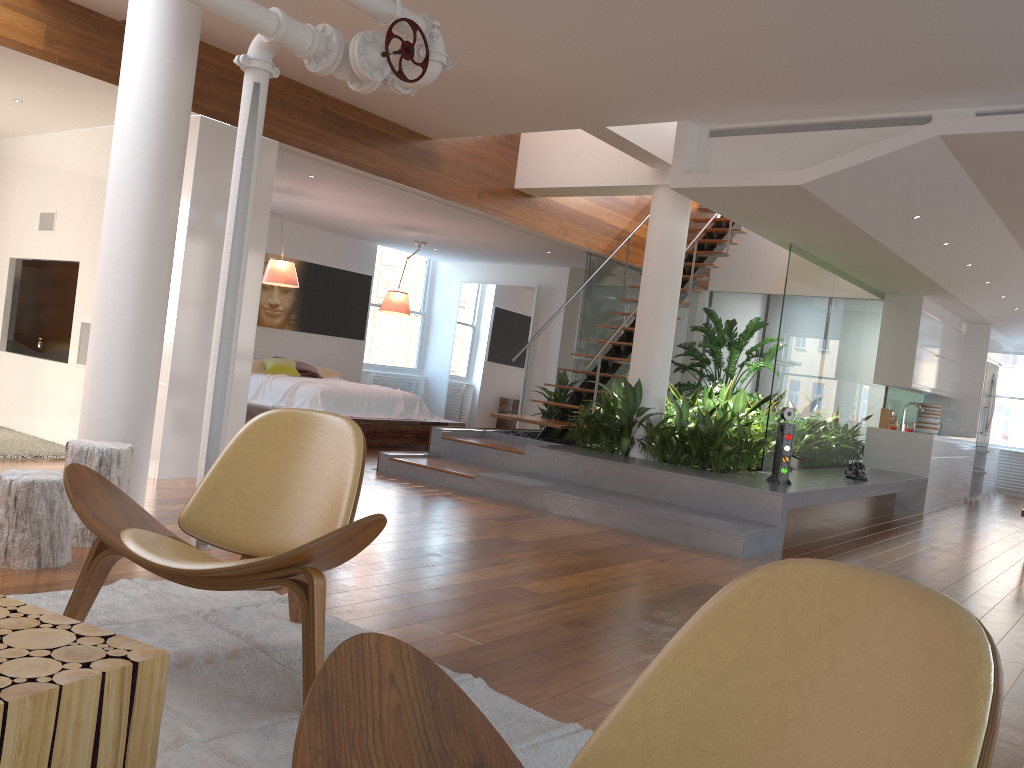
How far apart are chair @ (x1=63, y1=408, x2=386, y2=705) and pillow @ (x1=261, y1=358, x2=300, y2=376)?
6.6m

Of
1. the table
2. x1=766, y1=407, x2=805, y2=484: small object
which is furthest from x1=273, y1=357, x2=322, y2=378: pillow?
the table

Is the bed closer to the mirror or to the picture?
the picture

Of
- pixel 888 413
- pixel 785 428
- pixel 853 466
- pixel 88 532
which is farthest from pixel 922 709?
pixel 888 413

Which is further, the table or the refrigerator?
the refrigerator

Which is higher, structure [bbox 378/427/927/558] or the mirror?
the mirror

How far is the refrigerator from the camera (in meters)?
11.41

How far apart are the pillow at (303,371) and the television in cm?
325

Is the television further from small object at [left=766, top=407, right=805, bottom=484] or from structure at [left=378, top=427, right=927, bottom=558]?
small object at [left=766, top=407, right=805, bottom=484]

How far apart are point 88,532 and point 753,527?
3.81m
